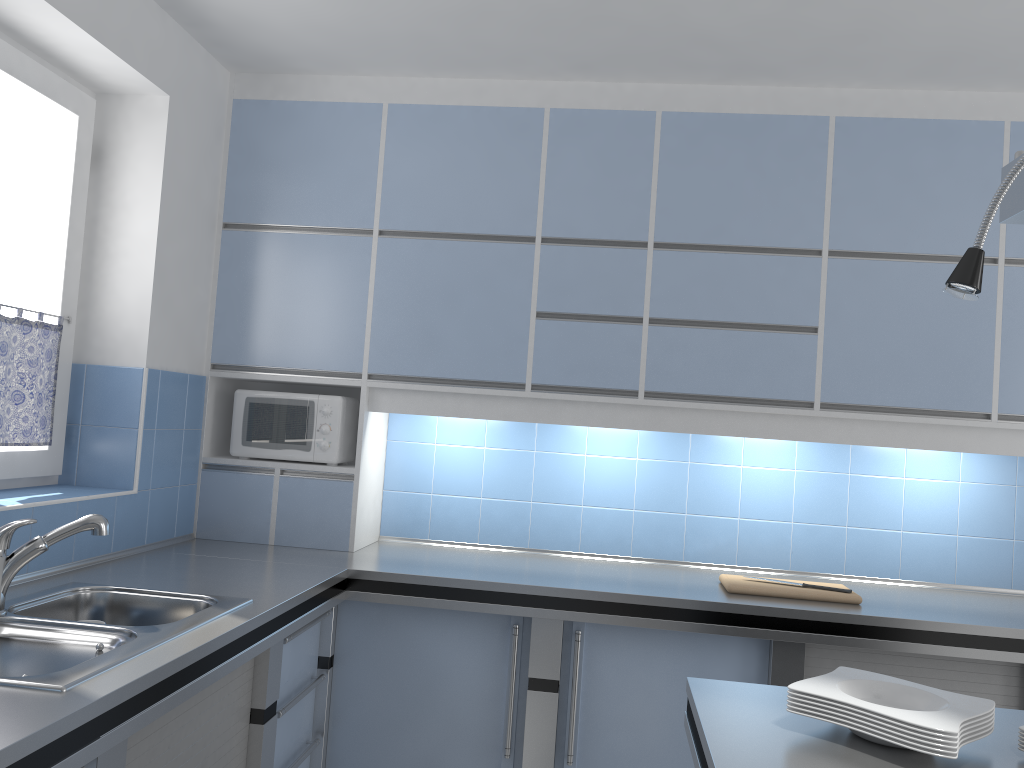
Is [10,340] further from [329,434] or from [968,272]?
[968,272]

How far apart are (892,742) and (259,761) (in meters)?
1.63

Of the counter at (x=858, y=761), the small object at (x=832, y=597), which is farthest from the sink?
the small object at (x=832, y=597)

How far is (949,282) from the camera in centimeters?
130cm

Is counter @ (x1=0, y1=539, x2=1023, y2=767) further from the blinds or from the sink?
the blinds

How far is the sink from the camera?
1.7 meters

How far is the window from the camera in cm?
260

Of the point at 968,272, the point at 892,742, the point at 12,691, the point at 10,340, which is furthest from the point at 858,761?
the point at 10,340

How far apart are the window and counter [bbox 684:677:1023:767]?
2.0m

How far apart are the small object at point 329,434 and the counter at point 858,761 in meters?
1.8
